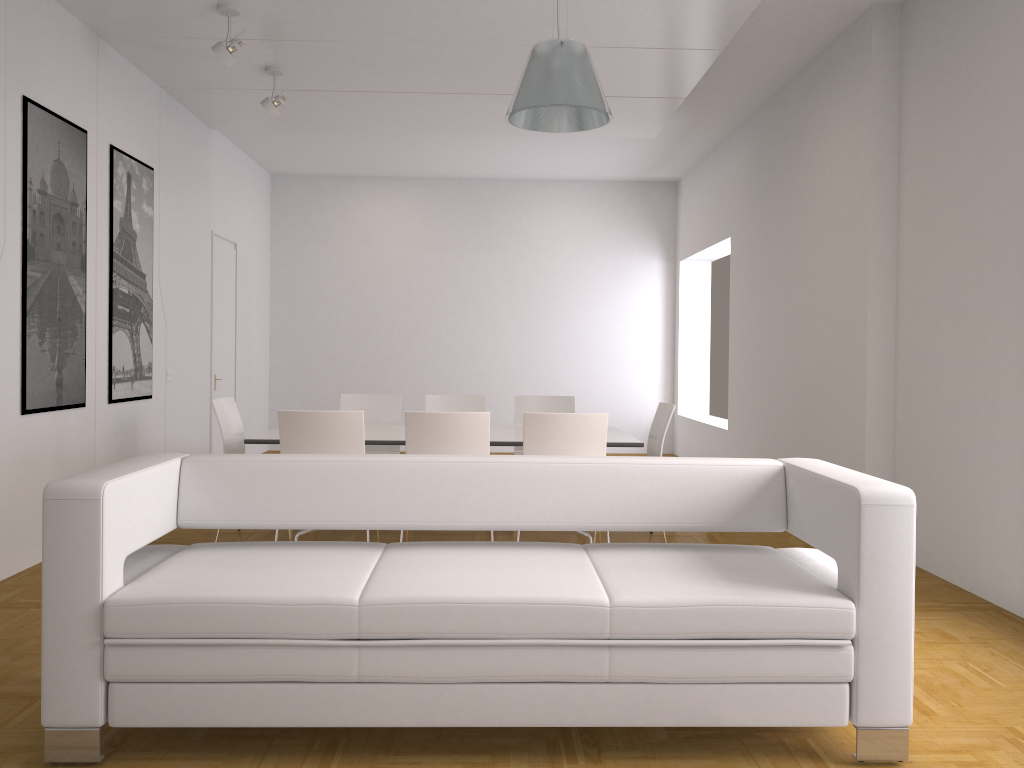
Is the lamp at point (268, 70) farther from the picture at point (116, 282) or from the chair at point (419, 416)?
the chair at point (419, 416)

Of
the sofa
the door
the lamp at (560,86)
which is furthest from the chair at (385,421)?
the sofa

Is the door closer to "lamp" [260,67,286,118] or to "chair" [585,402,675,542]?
"lamp" [260,67,286,118]

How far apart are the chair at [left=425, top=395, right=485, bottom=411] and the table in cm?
74

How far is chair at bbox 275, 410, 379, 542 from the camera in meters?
4.9

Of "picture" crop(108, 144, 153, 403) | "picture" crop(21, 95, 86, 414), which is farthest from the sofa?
"picture" crop(108, 144, 153, 403)

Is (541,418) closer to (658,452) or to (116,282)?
(658,452)

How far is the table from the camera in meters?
5.4

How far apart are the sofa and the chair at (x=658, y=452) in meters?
2.5 m

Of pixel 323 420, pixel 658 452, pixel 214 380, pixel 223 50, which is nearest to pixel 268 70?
pixel 223 50
